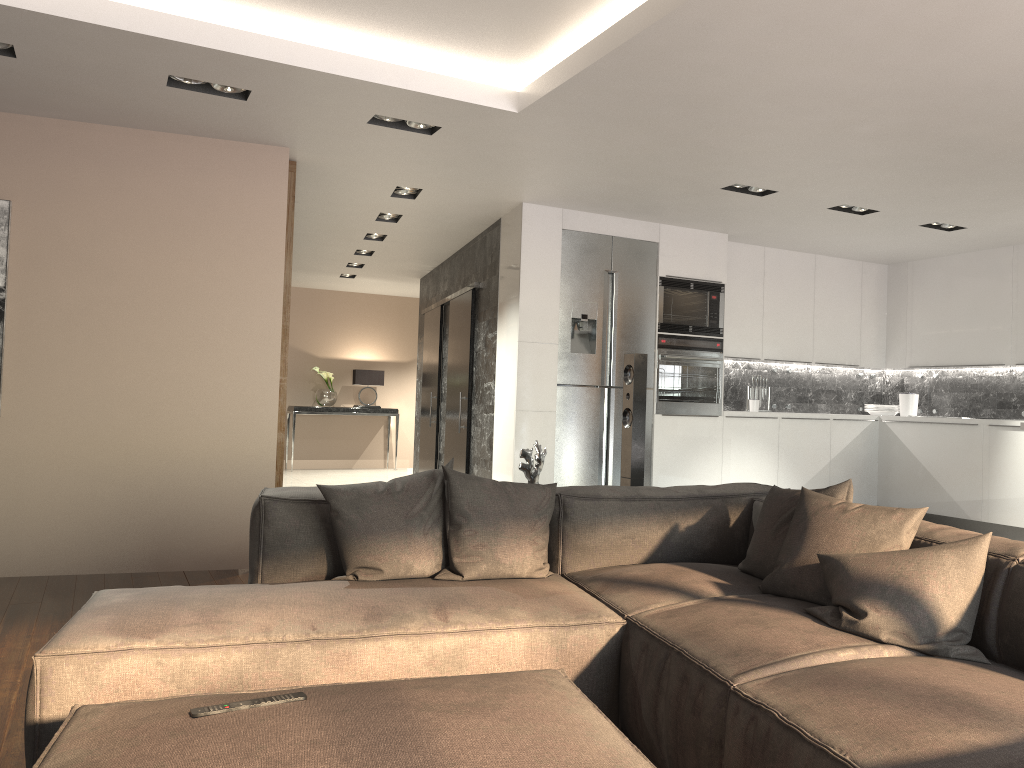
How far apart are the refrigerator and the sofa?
3.05m

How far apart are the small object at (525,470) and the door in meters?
3.8 m

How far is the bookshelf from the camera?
5.65m

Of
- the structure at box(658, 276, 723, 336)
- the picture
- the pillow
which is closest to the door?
the structure at box(658, 276, 723, 336)

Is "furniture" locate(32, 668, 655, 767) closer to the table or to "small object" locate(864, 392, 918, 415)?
"small object" locate(864, 392, 918, 415)

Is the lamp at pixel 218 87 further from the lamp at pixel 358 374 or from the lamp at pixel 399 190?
the lamp at pixel 358 374

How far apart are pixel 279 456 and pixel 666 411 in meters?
3.1 m

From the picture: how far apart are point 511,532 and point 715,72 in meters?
2.2 m

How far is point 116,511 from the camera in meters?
5.1 m

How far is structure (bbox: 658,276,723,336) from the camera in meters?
7.1
